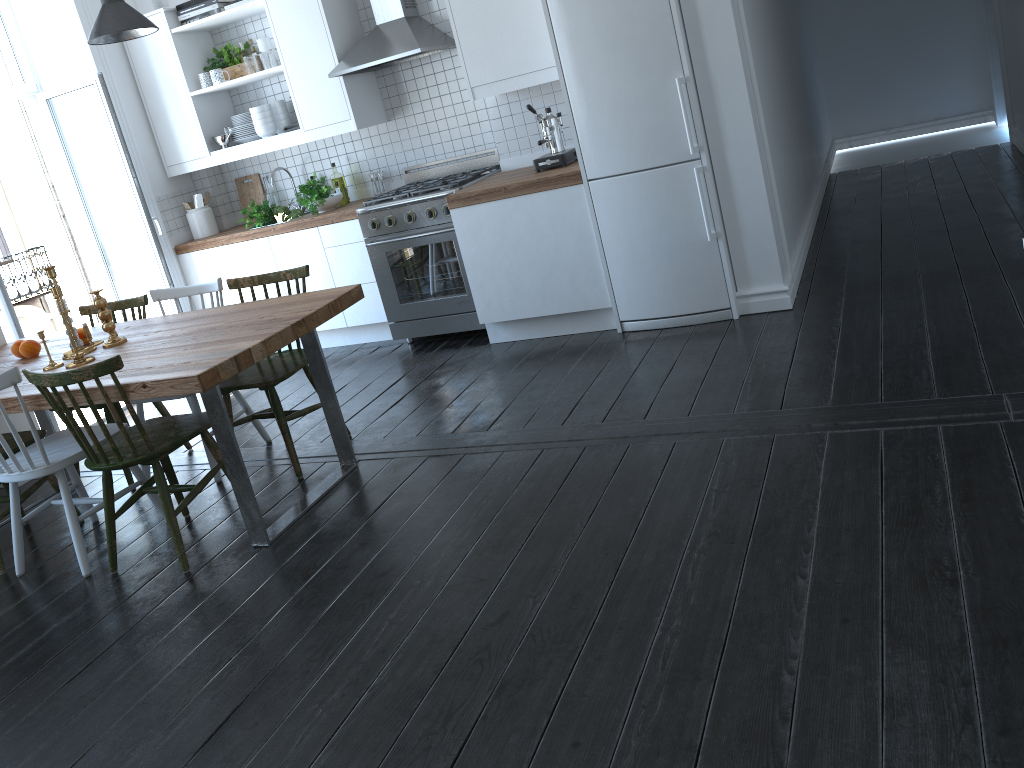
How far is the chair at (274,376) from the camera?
3.72m

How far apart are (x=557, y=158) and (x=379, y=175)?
1.5m

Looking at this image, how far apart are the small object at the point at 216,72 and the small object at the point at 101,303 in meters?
2.4 m

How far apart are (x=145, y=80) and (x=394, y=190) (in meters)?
1.85

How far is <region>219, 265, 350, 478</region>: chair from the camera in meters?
3.7

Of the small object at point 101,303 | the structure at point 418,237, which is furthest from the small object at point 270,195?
the small object at point 101,303

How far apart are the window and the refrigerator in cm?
358

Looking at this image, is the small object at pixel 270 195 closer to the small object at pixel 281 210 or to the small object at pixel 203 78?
the small object at pixel 281 210

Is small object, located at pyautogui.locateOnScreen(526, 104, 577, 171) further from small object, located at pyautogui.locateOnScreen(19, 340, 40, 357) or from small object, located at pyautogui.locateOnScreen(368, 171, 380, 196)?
small object, located at pyautogui.locateOnScreen(19, 340, 40, 357)

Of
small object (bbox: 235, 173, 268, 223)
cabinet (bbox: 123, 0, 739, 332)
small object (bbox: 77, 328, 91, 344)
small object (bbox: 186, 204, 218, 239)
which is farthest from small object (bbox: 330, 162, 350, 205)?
small object (bbox: 77, 328, 91, 344)
